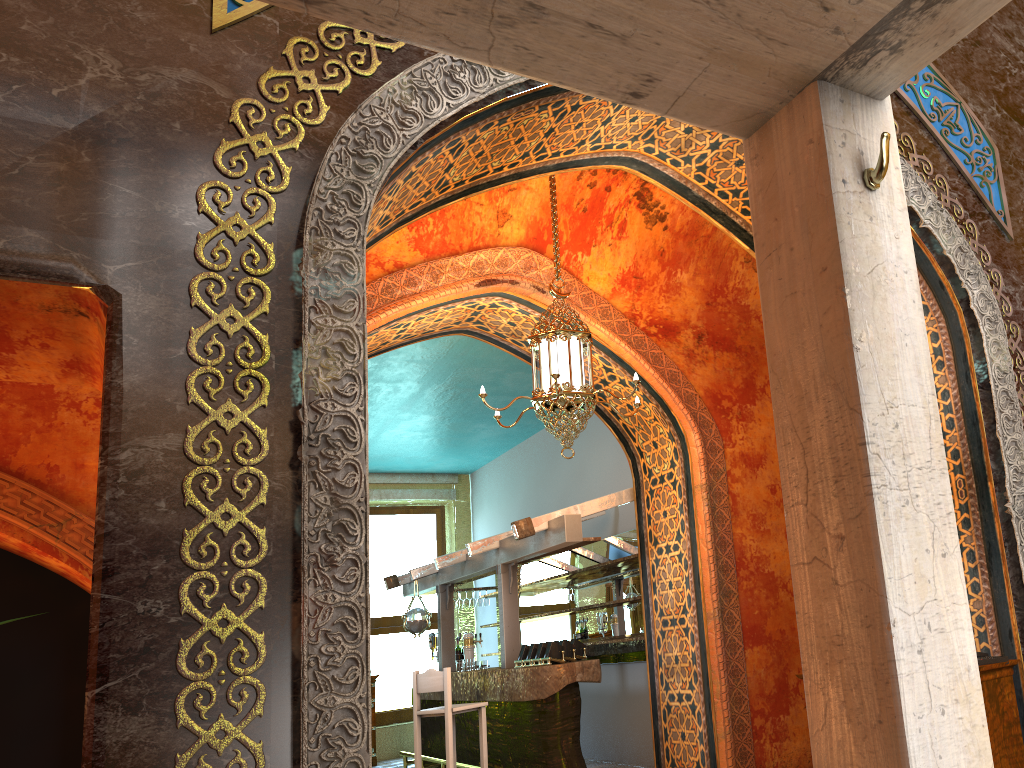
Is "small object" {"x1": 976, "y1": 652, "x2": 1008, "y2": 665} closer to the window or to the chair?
the chair

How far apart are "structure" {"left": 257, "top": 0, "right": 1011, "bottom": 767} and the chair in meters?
7.1 m

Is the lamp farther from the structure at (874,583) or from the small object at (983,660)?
the structure at (874,583)

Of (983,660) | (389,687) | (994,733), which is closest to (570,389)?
(983,660)

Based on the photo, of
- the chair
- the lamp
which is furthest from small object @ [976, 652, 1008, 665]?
the chair

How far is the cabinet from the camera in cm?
436

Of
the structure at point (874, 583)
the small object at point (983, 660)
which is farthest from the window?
the structure at point (874, 583)

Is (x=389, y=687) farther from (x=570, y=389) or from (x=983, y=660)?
(x=983, y=660)

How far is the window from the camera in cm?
1375

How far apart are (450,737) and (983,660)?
5.0 meters
